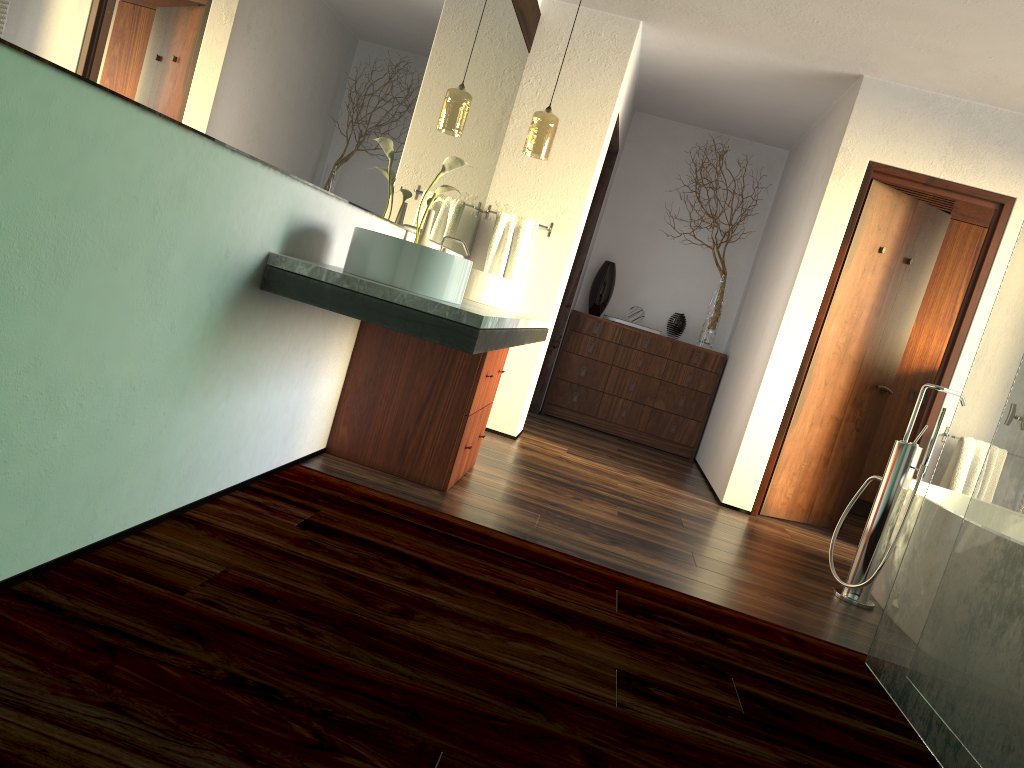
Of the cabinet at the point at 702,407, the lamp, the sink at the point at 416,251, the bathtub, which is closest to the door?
the bathtub

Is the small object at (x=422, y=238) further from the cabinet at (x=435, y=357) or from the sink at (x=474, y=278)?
the cabinet at (x=435, y=357)

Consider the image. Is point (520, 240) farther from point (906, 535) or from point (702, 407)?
point (906, 535)

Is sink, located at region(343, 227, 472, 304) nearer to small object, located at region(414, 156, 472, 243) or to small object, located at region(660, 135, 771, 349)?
small object, located at region(414, 156, 472, 243)

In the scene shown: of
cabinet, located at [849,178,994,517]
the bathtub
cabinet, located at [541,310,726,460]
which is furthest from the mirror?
cabinet, located at [849,178,994,517]

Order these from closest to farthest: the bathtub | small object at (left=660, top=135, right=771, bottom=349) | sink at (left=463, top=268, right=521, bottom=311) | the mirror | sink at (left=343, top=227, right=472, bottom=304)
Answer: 1. the mirror
2. sink at (left=343, top=227, right=472, bottom=304)
3. the bathtub
4. sink at (left=463, top=268, right=521, bottom=311)
5. small object at (left=660, top=135, right=771, bottom=349)

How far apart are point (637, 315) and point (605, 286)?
0.32m

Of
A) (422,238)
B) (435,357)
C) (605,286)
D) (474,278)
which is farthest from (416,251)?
(605,286)

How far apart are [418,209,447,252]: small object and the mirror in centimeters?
6cm

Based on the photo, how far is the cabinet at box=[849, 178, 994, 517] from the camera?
5.86m
